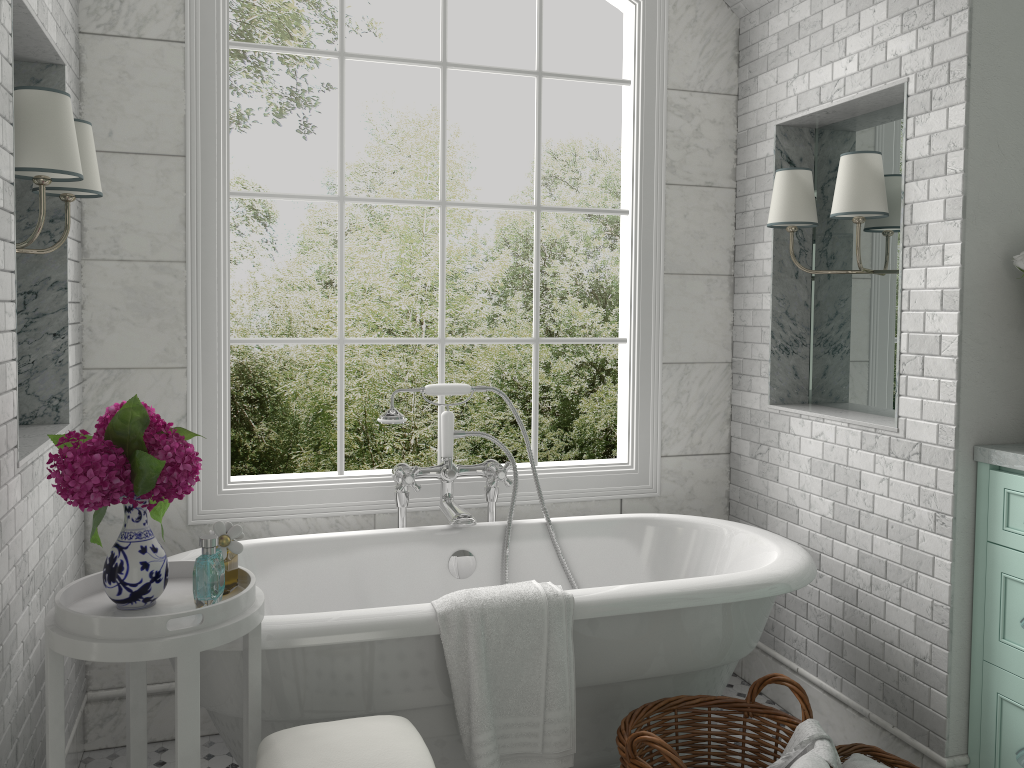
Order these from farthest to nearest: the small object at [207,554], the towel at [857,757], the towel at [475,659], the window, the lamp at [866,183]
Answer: the window → the lamp at [866,183] → the towel at [857,757] → the towel at [475,659] → the small object at [207,554]

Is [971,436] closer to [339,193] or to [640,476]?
[640,476]

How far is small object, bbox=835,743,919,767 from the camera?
2.6 meters

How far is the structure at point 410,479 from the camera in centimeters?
306cm

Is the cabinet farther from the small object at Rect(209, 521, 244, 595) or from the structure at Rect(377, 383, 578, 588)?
the small object at Rect(209, 521, 244, 595)

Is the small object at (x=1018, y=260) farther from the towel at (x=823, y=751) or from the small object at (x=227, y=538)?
the small object at (x=227, y=538)

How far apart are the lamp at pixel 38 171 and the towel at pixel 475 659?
1.4m

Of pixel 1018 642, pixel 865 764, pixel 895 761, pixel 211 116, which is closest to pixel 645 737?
pixel 865 764

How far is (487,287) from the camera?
8.7m

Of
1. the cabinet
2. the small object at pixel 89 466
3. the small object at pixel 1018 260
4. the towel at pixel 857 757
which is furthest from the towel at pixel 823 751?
the small object at pixel 89 466
